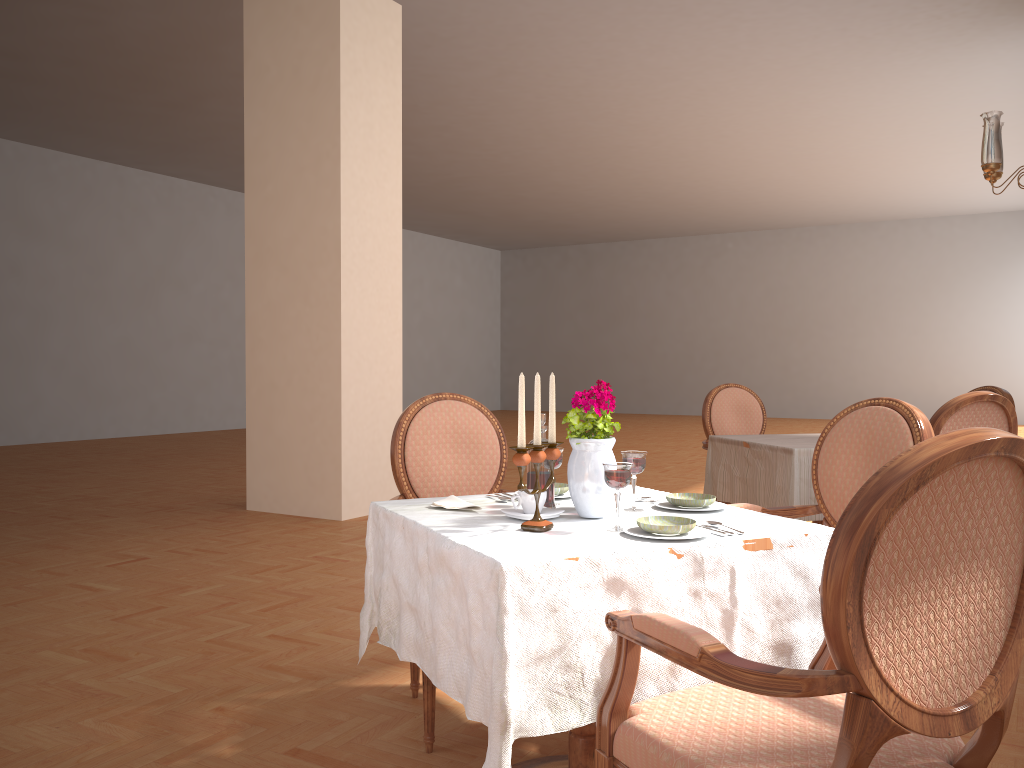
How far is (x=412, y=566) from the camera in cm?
192

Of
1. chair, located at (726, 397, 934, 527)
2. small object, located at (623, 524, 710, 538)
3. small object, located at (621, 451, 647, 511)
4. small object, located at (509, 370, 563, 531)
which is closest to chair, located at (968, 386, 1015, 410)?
chair, located at (726, 397, 934, 527)

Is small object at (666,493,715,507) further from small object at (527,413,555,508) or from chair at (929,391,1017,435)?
chair at (929,391,1017,435)

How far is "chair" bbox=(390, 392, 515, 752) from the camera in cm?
271

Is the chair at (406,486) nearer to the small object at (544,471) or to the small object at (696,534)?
the small object at (544,471)

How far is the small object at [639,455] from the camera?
2.0 meters

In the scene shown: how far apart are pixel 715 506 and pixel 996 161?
3.2 meters

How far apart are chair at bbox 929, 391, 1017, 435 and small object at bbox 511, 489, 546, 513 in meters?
2.0

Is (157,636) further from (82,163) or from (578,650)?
(82,163)

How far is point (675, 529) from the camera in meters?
1.7
